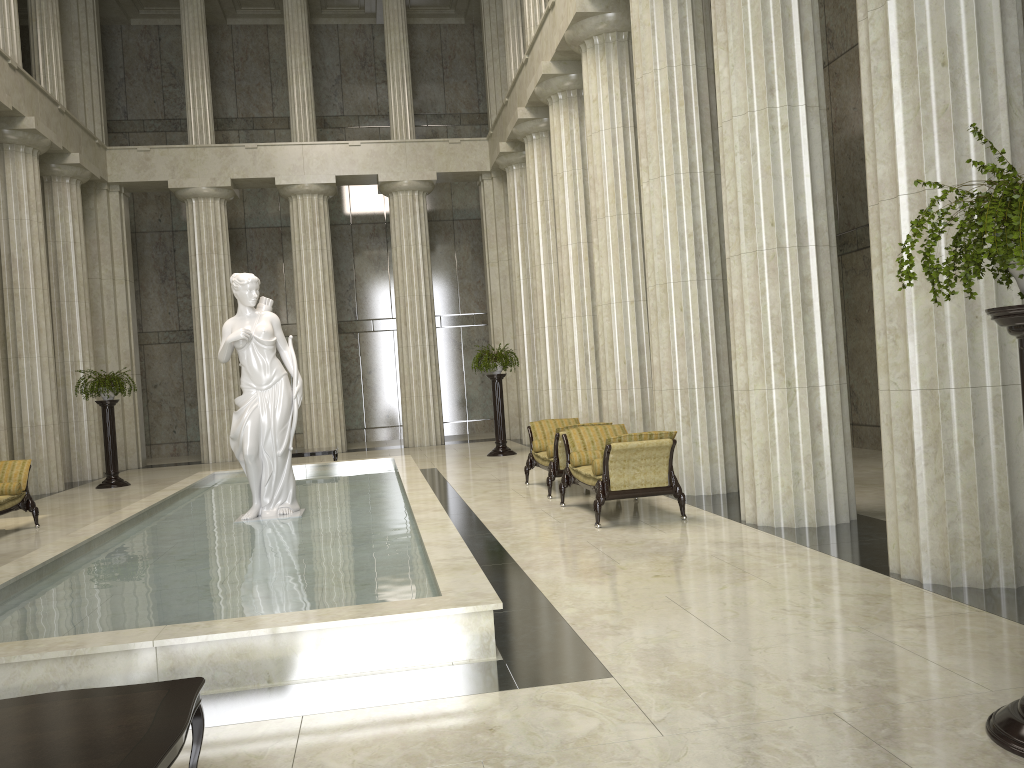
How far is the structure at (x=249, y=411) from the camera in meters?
10.1 m

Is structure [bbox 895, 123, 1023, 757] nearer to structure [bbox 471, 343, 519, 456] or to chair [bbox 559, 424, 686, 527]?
chair [bbox 559, 424, 686, 527]

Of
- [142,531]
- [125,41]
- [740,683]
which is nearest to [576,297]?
[142,531]

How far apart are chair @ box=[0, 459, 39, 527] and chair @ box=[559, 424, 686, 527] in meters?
7.1

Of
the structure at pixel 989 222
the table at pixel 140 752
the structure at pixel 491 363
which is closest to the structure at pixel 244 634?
the table at pixel 140 752

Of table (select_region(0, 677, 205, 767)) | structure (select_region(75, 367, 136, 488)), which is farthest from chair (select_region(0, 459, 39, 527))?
table (select_region(0, 677, 205, 767))

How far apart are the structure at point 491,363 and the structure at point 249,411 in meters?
8.1

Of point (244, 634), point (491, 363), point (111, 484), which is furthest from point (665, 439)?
point (111, 484)

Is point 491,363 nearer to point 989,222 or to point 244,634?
point 244,634

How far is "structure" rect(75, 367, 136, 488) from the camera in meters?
17.4
